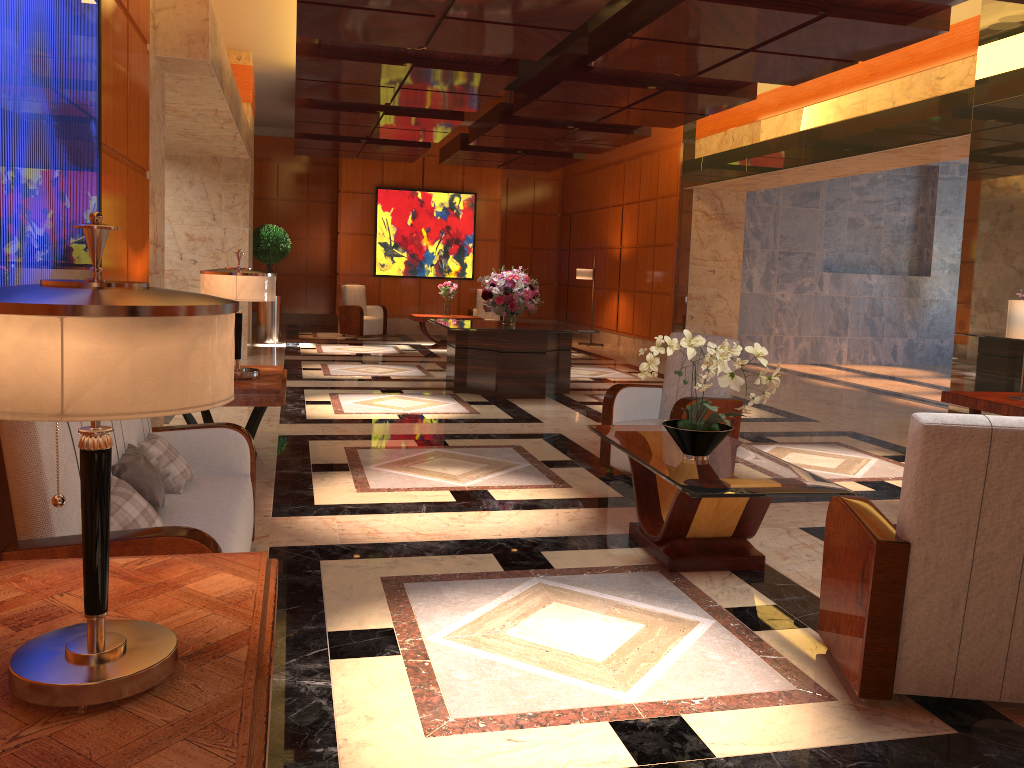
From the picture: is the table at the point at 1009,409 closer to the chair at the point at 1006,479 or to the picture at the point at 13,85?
the chair at the point at 1006,479

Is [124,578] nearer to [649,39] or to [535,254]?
[649,39]

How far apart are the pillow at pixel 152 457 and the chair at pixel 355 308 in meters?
12.7 m

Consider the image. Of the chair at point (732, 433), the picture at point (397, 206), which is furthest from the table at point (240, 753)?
the picture at point (397, 206)

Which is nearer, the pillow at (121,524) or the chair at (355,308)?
the pillow at (121,524)

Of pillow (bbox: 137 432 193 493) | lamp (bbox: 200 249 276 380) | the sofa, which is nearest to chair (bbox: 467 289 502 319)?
lamp (bbox: 200 249 276 380)

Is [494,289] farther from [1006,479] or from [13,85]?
[1006,479]

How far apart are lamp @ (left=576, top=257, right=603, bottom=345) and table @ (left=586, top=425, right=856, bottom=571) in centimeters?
1154cm

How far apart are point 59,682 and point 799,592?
3.19m

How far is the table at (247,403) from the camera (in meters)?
5.12
